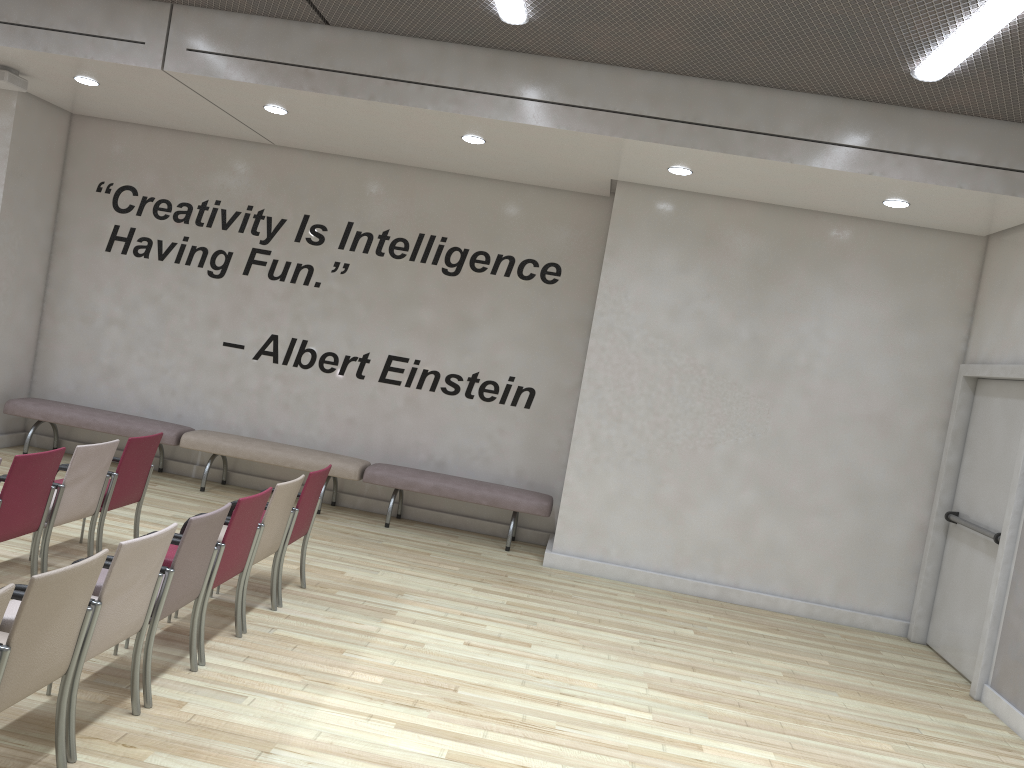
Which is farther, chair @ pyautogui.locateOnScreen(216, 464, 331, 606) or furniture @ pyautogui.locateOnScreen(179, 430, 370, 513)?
furniture @ pyautogui.locateOnScreen(179, 430, 370, 513)

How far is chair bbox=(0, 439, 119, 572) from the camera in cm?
523

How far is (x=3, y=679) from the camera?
2.95m

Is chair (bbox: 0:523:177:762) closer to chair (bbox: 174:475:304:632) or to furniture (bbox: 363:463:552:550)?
chair (bbox: 174:475:304:632)

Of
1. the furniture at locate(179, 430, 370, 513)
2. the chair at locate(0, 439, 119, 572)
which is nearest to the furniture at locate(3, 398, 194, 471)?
the furniture at locate(179, 430, 370, 513)

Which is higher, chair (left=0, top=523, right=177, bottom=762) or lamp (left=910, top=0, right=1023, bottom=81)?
lamp (left=910, top=0, right=1023, bottom=81)

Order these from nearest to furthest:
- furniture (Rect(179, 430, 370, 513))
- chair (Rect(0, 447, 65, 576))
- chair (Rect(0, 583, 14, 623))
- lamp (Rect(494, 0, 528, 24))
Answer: chair (Rect(0, 583, 14, 623)) < chair (Rect(0, 447, 65, 576)) < lamp (Rect(494, 0, 528, 24)) < furniture (Rect(179, 430, 370, 513))

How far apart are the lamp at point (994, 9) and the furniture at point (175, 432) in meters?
7.0 m

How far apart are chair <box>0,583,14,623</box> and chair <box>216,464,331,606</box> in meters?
2.9 m

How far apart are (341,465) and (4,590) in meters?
5.7
